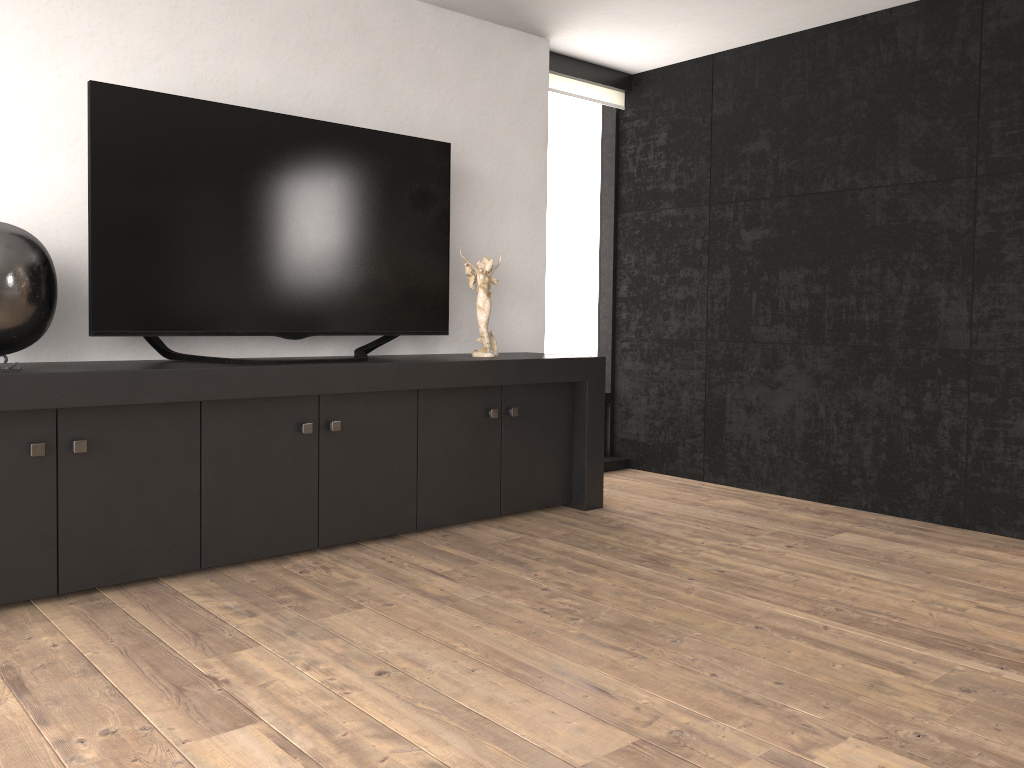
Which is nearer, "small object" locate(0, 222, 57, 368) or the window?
"small object" locate(0, 222, 57, 368)

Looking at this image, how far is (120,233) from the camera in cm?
309

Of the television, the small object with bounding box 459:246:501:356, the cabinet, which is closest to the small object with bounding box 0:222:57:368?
the cabinet

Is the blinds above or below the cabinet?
above

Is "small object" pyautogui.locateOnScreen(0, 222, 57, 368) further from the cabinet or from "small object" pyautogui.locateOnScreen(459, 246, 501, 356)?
"small object" pyautogui.locateOnScreen(459, 246, 501, 356)

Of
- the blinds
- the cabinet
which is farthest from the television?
the blinds

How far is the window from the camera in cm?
535

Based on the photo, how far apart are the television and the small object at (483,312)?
0.12m

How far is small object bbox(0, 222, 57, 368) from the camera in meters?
2.7

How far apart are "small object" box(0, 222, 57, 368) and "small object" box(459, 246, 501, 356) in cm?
180
